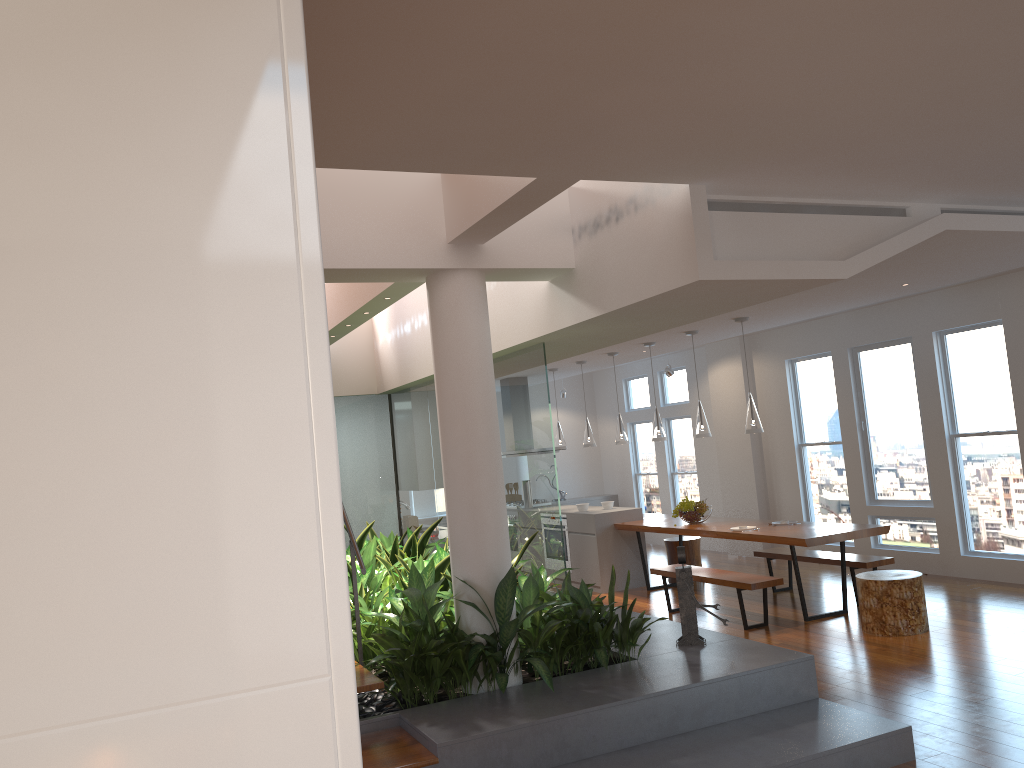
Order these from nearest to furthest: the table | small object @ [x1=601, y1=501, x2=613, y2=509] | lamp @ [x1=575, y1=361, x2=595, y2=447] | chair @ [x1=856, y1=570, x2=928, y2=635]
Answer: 1. chair @ [x1=856, y1=570, x2=928, y2=635]
2. the table
3. small object @ [x1=601, y1=501, x2=613, y2=509]
4. lamp @ [x1=575, y1=361, x2=595, y2=447]

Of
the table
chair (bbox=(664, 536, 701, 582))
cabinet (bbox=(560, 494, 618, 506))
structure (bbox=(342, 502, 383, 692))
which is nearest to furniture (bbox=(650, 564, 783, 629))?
the table

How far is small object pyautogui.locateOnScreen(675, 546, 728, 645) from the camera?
5.12m

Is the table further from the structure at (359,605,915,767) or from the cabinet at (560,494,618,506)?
the cabinet at (560,494,618,506)

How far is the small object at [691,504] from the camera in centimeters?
Answer: 858cm

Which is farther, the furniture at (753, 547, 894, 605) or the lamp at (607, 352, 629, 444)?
the lamp at (607, 352, 629, 444)

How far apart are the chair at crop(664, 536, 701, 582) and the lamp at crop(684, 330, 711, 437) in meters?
1.8 m

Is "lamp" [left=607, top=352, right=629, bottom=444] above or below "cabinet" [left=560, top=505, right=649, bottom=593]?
above

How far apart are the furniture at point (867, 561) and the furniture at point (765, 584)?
0.91m

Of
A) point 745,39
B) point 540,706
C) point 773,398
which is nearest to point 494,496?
point 540,706
